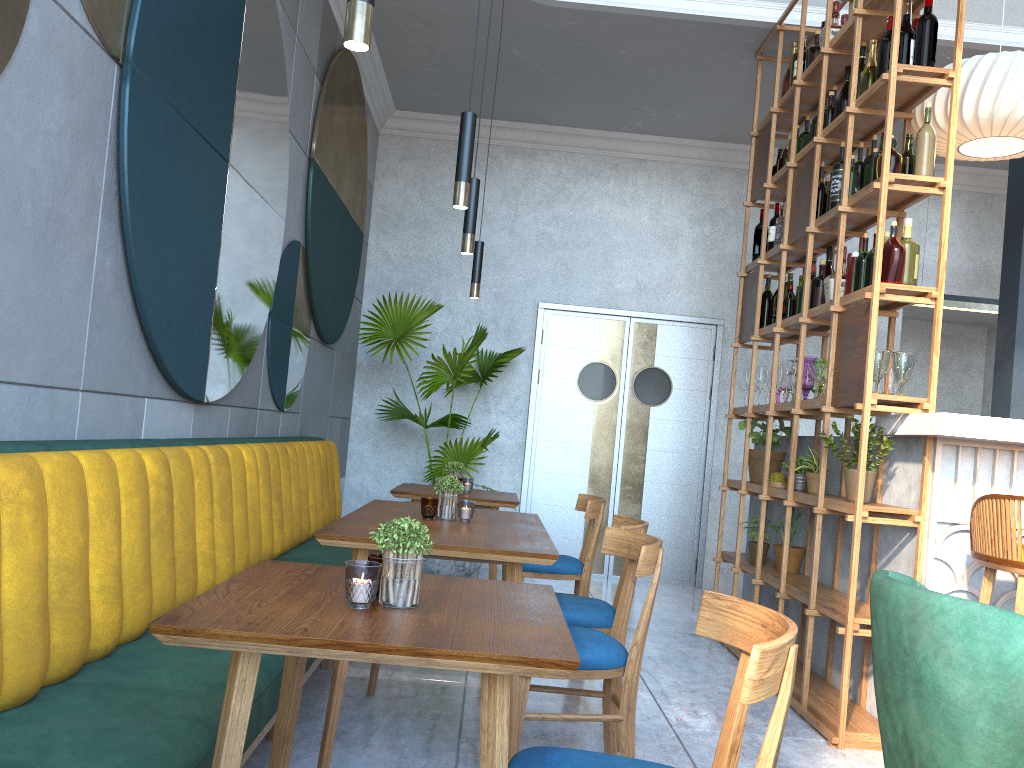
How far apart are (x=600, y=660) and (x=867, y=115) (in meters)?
2.67

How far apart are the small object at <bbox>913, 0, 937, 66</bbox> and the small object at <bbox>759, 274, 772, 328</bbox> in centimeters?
176cm

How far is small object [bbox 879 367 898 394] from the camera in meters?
3.6

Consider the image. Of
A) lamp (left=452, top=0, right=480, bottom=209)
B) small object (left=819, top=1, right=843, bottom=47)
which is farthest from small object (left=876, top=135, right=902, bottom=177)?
lamp (left=452, top=0, right=480, bottom=209)

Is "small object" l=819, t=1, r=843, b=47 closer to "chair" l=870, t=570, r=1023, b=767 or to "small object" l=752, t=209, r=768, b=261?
"small object" l=752, t=209, r=768, b=261

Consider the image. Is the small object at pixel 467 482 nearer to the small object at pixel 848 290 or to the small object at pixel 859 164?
the small object at pixel 848 290

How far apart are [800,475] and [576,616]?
1.7 meters

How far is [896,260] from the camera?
3.40m

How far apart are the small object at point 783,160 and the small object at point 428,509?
3.2 meters

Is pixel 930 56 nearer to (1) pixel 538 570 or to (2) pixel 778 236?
(2) pixel 778 236
